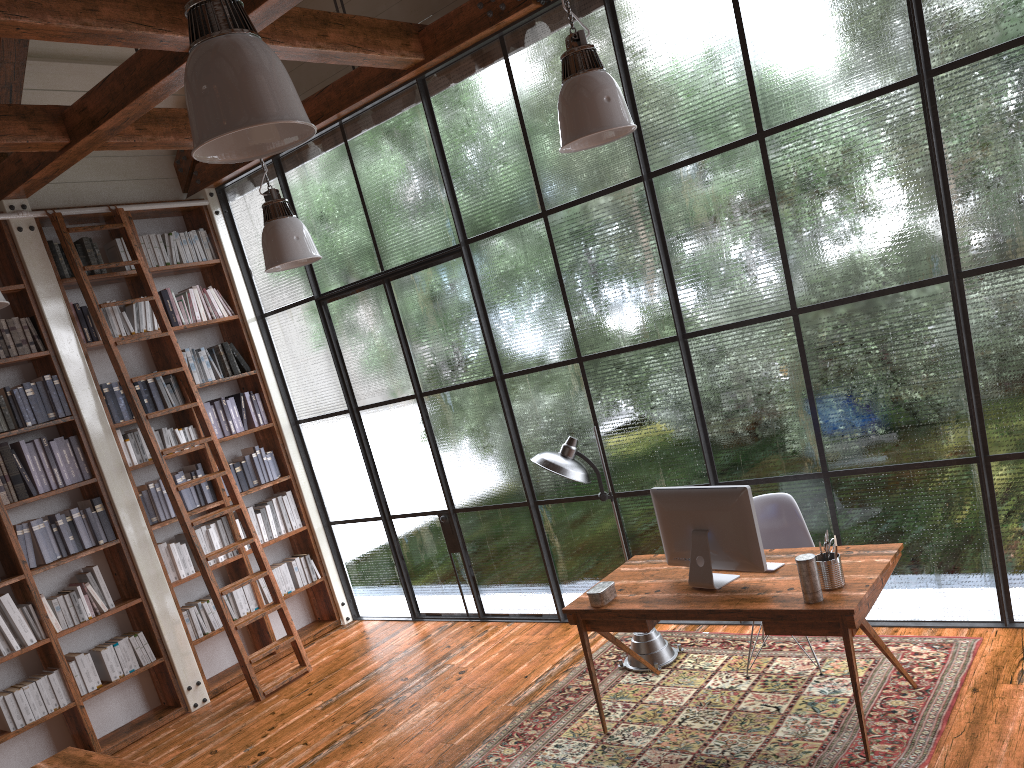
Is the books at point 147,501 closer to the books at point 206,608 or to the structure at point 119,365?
the structure at point 119,365

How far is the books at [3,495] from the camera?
5.4m

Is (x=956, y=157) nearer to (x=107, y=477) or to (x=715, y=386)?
(x=715, y=386)

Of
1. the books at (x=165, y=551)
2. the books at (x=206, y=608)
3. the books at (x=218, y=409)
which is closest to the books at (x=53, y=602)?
the books at (x=165, y=551)

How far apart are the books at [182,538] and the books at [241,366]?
1.4 meters

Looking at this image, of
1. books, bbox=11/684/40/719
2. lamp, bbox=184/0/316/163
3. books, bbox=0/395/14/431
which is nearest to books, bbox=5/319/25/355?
books, bbox=0/395/14/431

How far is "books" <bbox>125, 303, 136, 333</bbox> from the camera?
6.3m

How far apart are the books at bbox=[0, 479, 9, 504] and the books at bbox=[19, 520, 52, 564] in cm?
21

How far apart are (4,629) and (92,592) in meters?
0.6 m

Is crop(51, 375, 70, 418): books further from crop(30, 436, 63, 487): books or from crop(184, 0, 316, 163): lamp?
crop(184, 0, 316, 163): lamp
